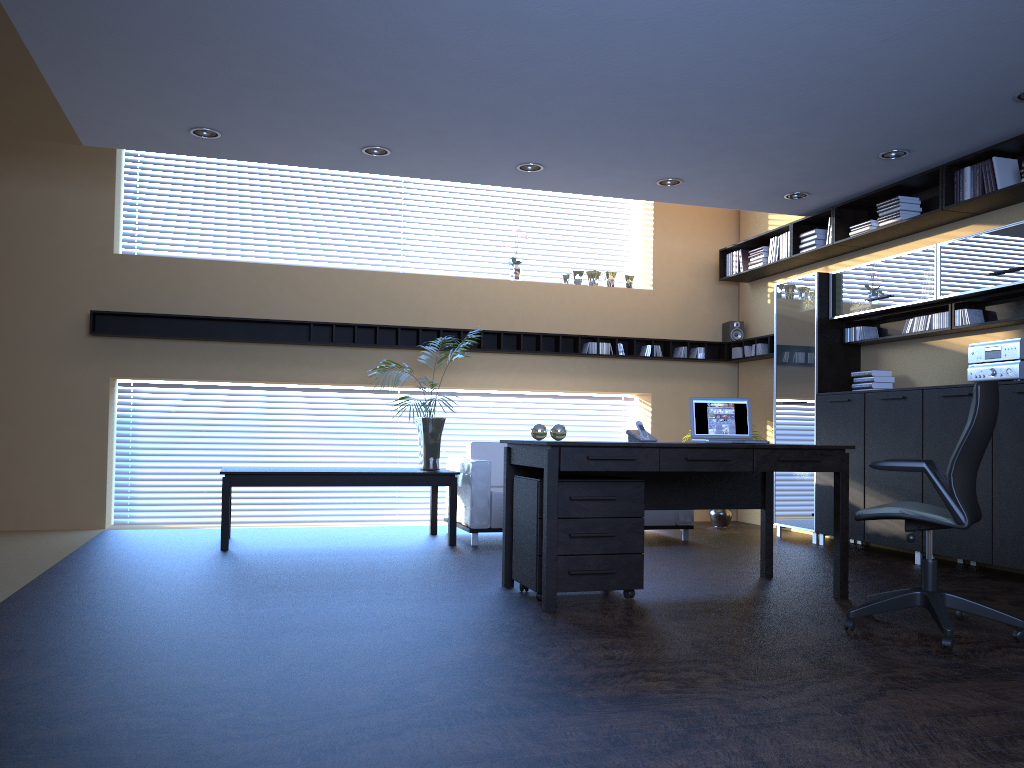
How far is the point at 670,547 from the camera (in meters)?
7.38

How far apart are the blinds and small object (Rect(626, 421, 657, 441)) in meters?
4.4 m

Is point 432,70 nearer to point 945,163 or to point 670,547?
point 945,163

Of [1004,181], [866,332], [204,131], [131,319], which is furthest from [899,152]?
[131,319]

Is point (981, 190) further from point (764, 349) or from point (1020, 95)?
point (764, 349)

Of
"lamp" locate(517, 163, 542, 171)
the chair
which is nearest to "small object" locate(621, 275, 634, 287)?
"lamp" locate(517, 163, 542, 171)

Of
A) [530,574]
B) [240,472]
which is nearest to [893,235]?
[530,574]

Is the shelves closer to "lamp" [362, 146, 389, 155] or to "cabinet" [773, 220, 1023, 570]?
"cabinet" [773, 220, 1023, 570]

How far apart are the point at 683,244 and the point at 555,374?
2.12m

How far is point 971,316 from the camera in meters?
6.5 m
